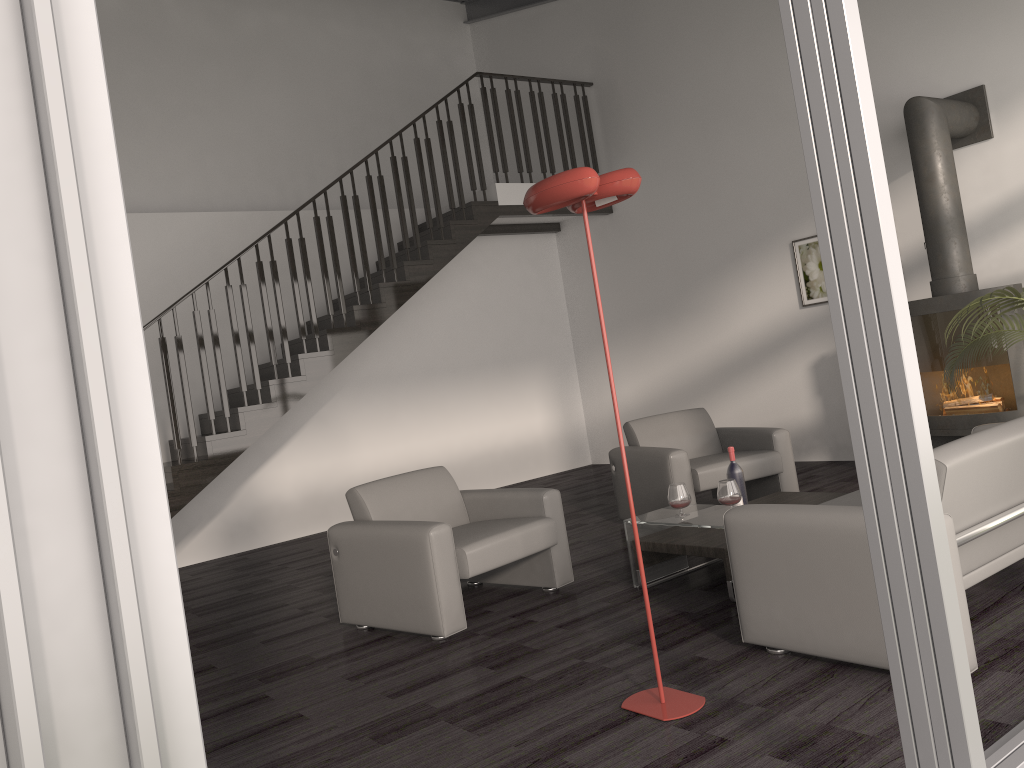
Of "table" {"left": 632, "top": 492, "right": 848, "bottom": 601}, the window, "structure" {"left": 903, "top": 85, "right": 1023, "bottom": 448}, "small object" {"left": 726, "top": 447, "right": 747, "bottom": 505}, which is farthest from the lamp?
"structure" {"left": 903, "top": 85, "right": 1023, "bottom": 448}

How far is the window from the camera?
0.9m

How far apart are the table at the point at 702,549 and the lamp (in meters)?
1.04

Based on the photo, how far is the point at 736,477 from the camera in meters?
4.6 m

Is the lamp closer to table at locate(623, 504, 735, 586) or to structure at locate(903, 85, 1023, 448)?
table at locate(623, 504, 735, 586)

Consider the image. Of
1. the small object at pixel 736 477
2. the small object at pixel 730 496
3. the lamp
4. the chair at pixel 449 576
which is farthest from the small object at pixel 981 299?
the lamp

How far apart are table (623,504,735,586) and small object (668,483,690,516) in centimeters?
7cm

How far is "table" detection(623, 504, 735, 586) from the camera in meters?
4.2

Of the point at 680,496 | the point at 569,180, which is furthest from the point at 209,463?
the point at 569,180

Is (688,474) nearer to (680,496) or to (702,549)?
(680,496)
